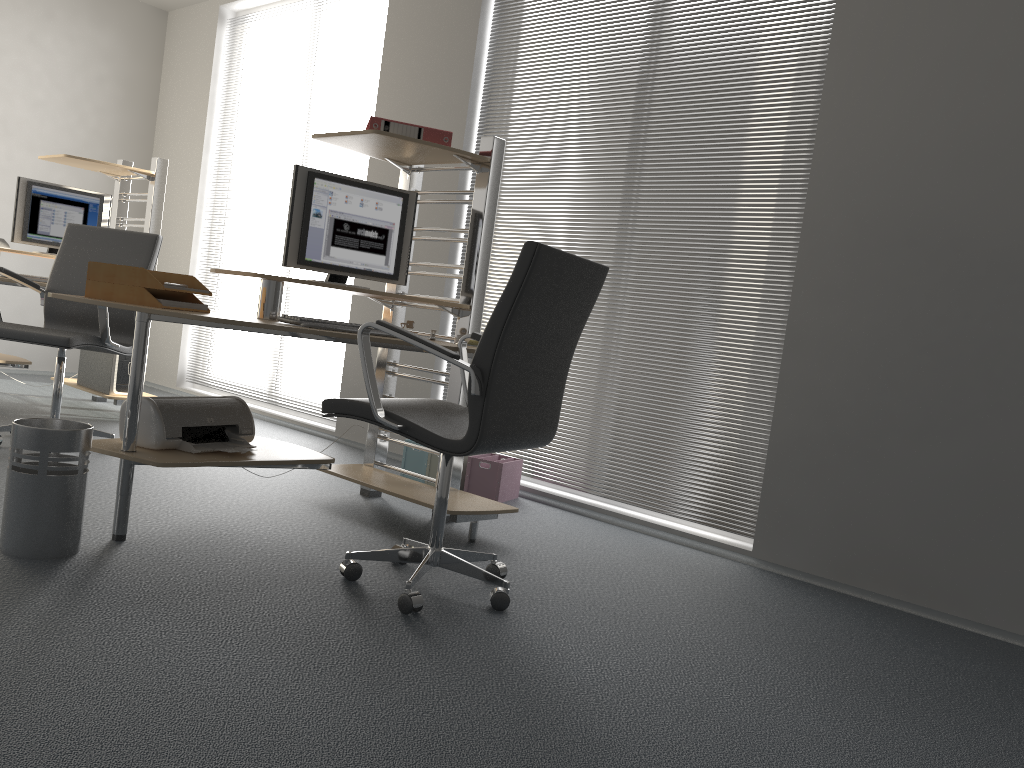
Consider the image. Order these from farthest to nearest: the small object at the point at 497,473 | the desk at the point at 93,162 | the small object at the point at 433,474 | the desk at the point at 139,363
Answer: the desk at the point at 93,162 < the small object at the point at 433,474 < the small object at the point at 497,473 < the desk at the point at 139,363

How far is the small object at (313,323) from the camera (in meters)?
2.80

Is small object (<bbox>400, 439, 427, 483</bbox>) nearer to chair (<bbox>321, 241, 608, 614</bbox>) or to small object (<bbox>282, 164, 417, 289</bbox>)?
small object (<bbox>282, 164, 417, 289</bbox>)

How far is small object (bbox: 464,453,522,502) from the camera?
4.2m

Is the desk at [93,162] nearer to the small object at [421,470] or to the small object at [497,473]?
the small object at [421,470]

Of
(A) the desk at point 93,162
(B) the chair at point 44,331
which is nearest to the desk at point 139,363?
(B) the chair at point 44,331

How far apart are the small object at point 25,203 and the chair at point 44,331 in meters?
1.0

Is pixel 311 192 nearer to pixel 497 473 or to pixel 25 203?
pixel 497 473

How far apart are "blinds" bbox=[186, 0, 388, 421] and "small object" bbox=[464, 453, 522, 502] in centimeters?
329cm

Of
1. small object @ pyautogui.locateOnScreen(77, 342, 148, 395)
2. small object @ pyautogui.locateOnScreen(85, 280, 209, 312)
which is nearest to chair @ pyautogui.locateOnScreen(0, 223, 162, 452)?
small object @ pyautogui.locateOnScreen(77, 342, 148, 395)
